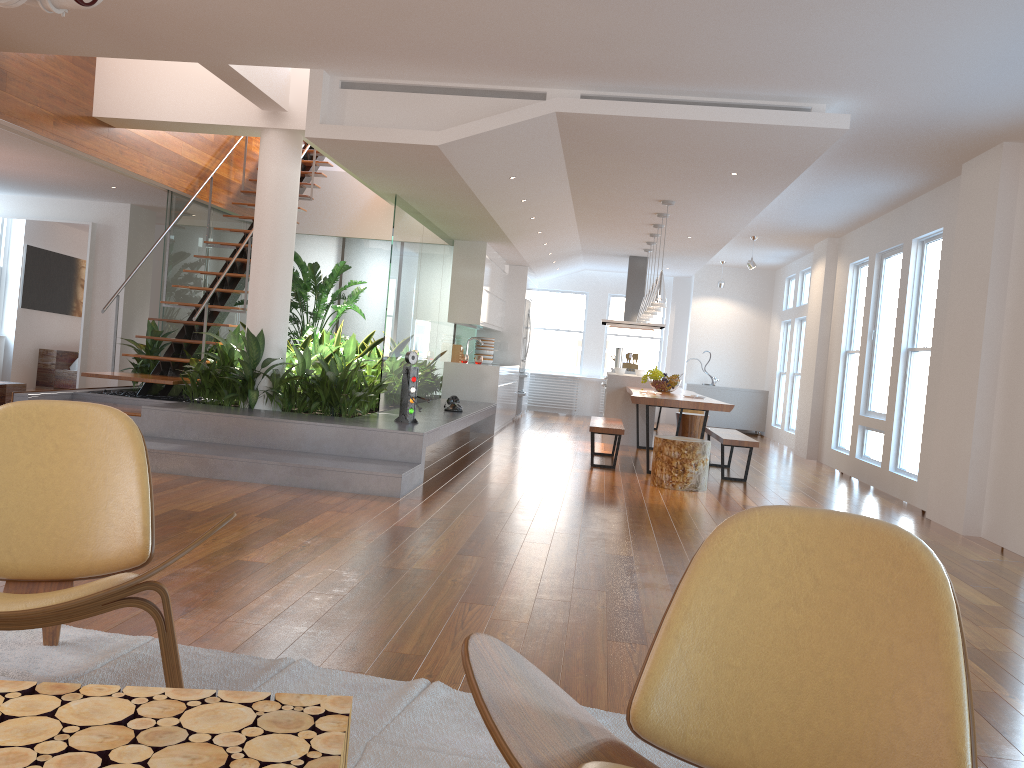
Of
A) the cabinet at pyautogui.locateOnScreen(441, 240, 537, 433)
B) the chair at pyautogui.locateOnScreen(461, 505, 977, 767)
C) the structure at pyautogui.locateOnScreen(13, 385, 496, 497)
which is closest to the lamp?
the structure at pyautogui.locateOnScreen(13, 385, 496, 497)

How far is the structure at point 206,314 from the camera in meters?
7.5

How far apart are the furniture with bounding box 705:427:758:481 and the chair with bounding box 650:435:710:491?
0.78m

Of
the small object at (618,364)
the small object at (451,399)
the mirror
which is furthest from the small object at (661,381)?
the mirror

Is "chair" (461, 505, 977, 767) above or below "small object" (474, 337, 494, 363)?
below

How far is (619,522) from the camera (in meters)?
5.48

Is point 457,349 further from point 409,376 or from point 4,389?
point 4,389

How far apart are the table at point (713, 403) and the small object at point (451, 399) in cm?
167

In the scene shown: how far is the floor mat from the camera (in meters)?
2.13

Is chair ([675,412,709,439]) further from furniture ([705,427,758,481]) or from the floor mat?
the floor mat
